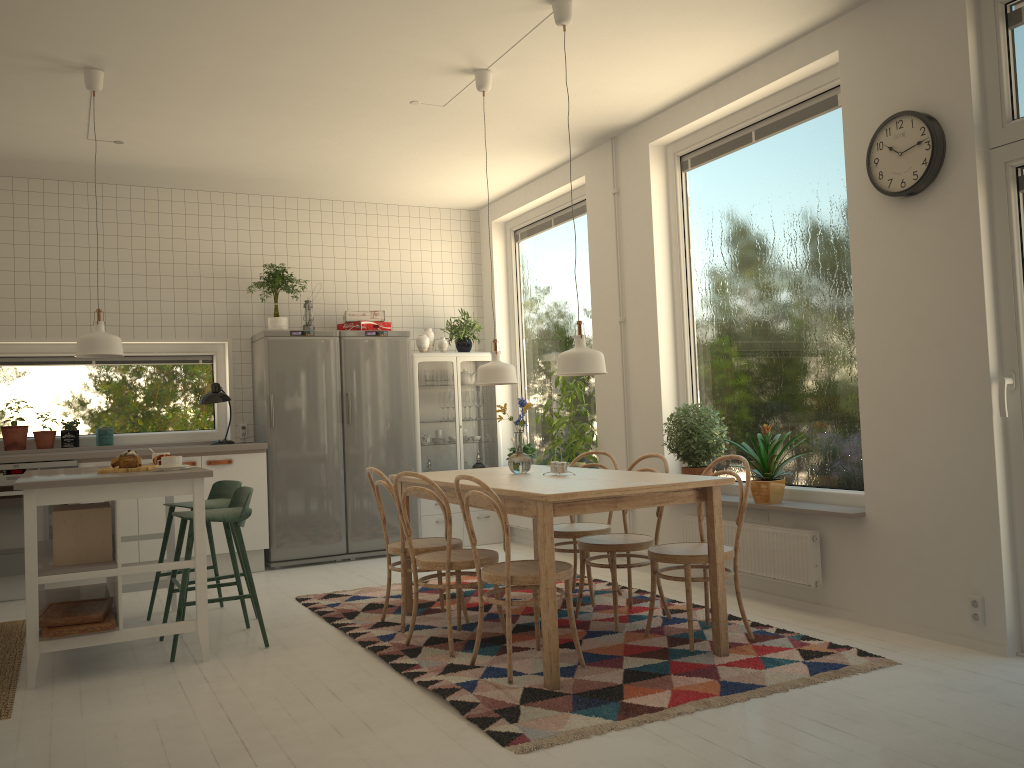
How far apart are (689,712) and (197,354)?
5.14m

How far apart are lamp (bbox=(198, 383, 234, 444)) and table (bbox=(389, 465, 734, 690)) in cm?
242

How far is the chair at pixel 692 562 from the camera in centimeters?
383cm

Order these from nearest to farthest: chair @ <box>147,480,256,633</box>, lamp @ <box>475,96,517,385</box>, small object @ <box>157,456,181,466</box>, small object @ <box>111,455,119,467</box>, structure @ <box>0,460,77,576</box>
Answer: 1. small object @ <box>157,456,181,466</box>
2. small object @ <box>111,455,119,467</box>
3. lamp @ <box>475,96,517,385</box>
4. chair @ <box>147,480,256,633</box>
5. structure @ <box>0,460,77,576</box>

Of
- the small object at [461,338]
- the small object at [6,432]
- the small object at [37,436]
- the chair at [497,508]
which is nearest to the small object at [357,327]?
the small object at [461,338]

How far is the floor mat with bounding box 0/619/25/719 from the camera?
3.6 meters

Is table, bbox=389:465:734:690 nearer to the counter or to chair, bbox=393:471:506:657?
chair, bbox=393:471:506:657

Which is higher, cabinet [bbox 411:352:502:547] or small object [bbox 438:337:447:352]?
small object [bbox 438:337:447:352]

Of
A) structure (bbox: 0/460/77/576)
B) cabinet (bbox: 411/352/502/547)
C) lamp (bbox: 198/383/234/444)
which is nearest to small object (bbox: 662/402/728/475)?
cabinet (bbox: 411/352/502/547)

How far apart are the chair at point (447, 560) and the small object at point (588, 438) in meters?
2.1
